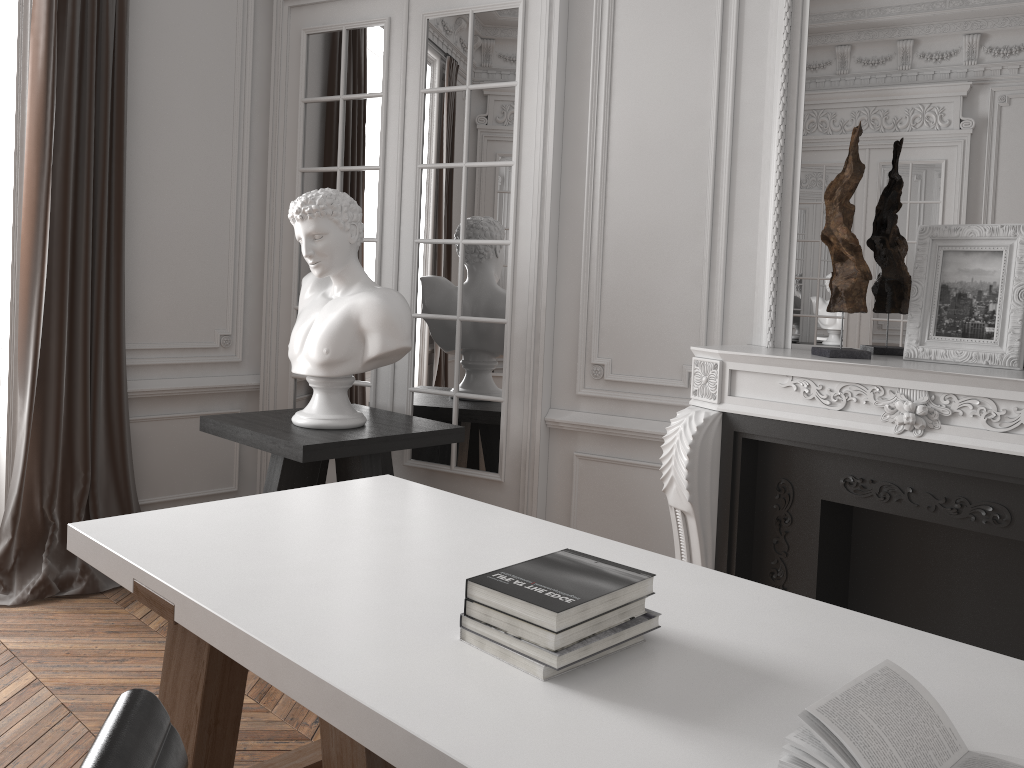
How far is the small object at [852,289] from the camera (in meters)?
2.75

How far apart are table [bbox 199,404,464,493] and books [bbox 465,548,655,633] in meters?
1.7 m

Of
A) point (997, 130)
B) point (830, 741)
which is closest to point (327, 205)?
point (997, 130)

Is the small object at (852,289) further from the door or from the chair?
the chair

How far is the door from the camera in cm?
363

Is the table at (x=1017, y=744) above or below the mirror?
below

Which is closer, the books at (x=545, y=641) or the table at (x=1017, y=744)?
the table at (x=1017, y=744)

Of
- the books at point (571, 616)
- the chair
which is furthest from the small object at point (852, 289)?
the chair

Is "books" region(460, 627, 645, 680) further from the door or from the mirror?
the door

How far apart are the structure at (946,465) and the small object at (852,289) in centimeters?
5cm
